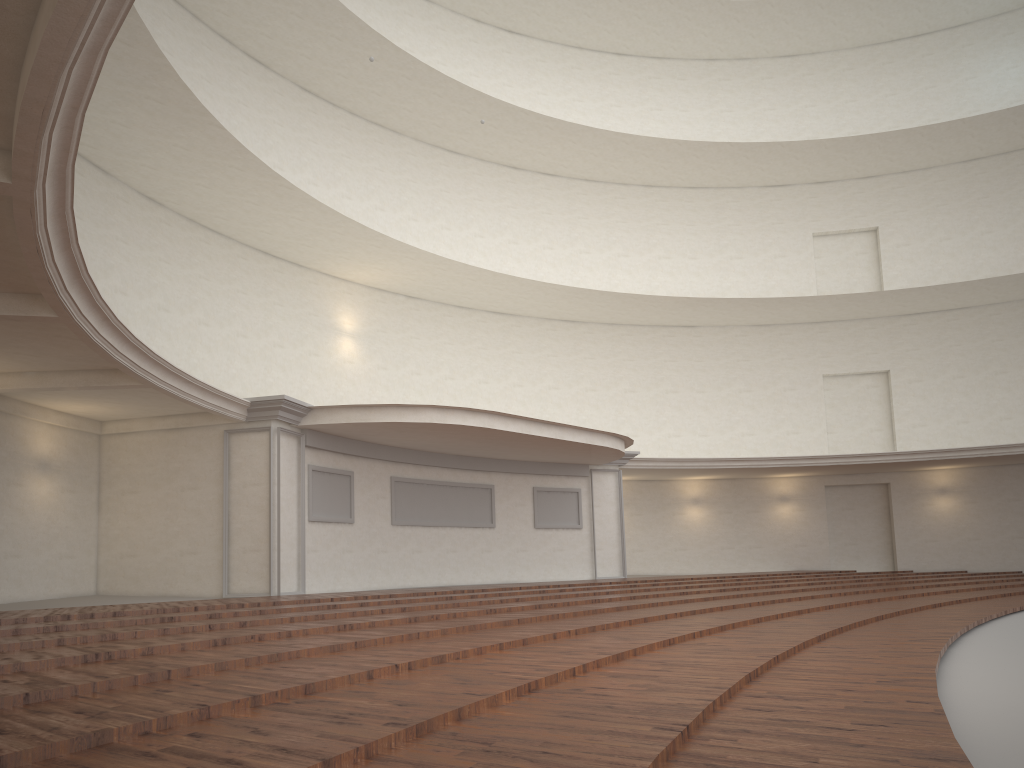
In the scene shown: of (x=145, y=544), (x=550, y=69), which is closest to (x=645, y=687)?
(x=145, y=544)

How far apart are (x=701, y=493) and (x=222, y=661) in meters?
20.7
